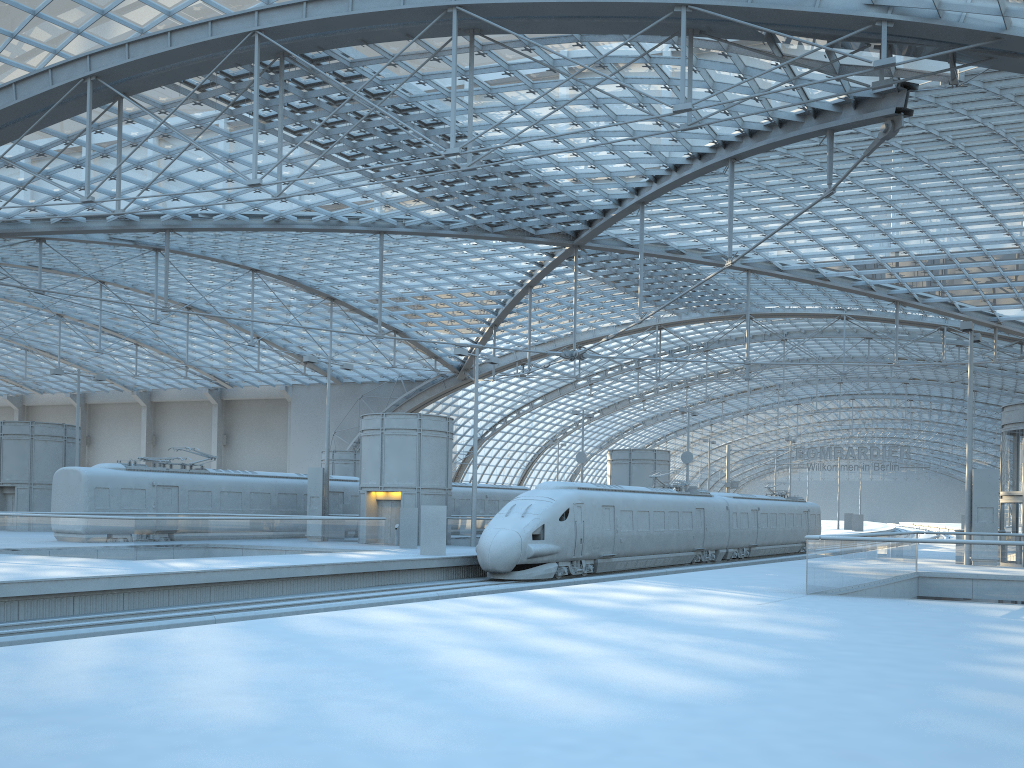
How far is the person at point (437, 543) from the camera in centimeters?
2898cm

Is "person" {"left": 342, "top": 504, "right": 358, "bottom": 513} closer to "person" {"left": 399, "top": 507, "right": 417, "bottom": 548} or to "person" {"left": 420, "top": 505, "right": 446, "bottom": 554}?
"person" {"left": 399, "top": 507, "right": 417, "bottom": 548}

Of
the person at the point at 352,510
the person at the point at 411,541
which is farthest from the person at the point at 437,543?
the person at the point at 352,510

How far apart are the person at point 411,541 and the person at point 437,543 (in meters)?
4.30

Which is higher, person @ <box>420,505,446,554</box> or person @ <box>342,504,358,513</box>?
person @ <box>342,504,358,513</box>

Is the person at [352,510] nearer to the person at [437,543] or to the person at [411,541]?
the person at [411,541]

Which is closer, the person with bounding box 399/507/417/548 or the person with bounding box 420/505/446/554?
the person with bounding box 420/505/446/554

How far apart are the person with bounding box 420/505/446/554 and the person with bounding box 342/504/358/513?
13.65m

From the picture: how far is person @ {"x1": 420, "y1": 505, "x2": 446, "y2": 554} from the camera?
28.98m

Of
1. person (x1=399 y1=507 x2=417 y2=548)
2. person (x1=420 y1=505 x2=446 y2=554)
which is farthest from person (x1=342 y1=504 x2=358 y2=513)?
person (x1=420 y1=505 x2=446 y2=554)
